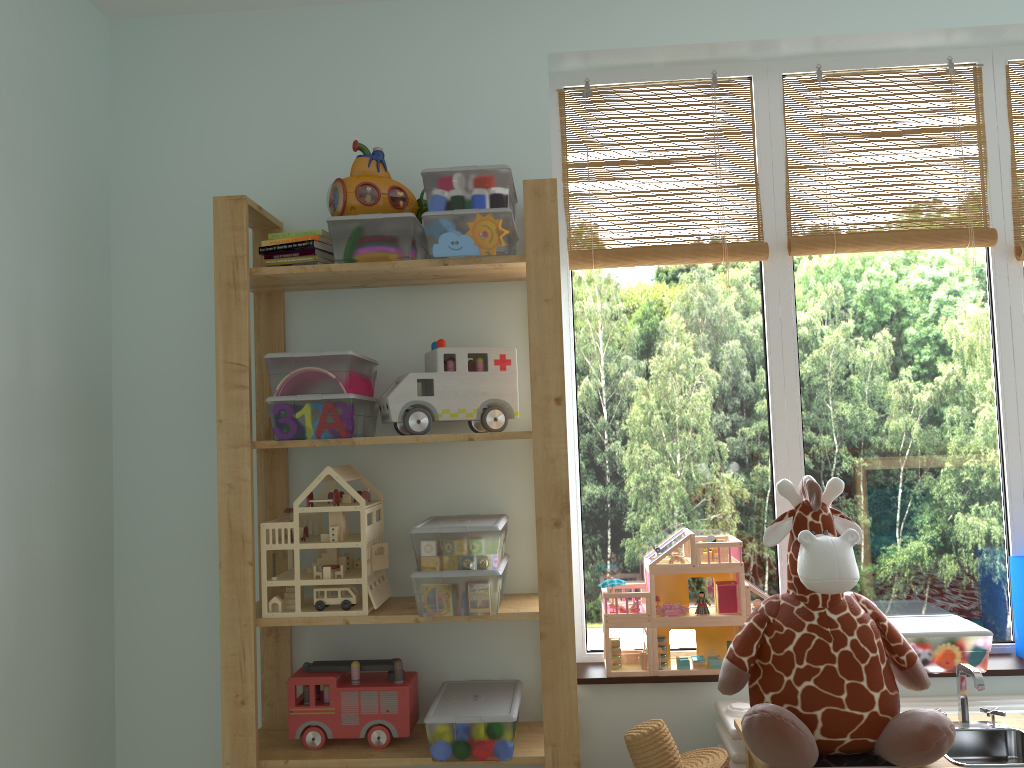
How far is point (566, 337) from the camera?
2.3m

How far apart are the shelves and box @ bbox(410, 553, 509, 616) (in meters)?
0.03

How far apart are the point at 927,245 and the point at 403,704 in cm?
169

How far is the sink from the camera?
1.7m

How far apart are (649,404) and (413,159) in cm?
87

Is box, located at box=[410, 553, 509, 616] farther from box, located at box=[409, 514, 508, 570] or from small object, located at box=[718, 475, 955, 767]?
small object, located at box=[718, 475, 955, 767]

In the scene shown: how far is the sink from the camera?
1.74m

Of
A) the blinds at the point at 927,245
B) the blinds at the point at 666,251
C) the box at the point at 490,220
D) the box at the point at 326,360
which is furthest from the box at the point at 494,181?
the blinds at the point at 927,245

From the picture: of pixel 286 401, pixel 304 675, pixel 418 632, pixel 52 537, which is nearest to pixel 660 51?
pixel 286 401

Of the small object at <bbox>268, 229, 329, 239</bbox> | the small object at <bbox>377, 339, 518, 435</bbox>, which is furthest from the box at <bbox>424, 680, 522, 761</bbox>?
the small object at <bbox>268, 229, 329, 239</bbox>
